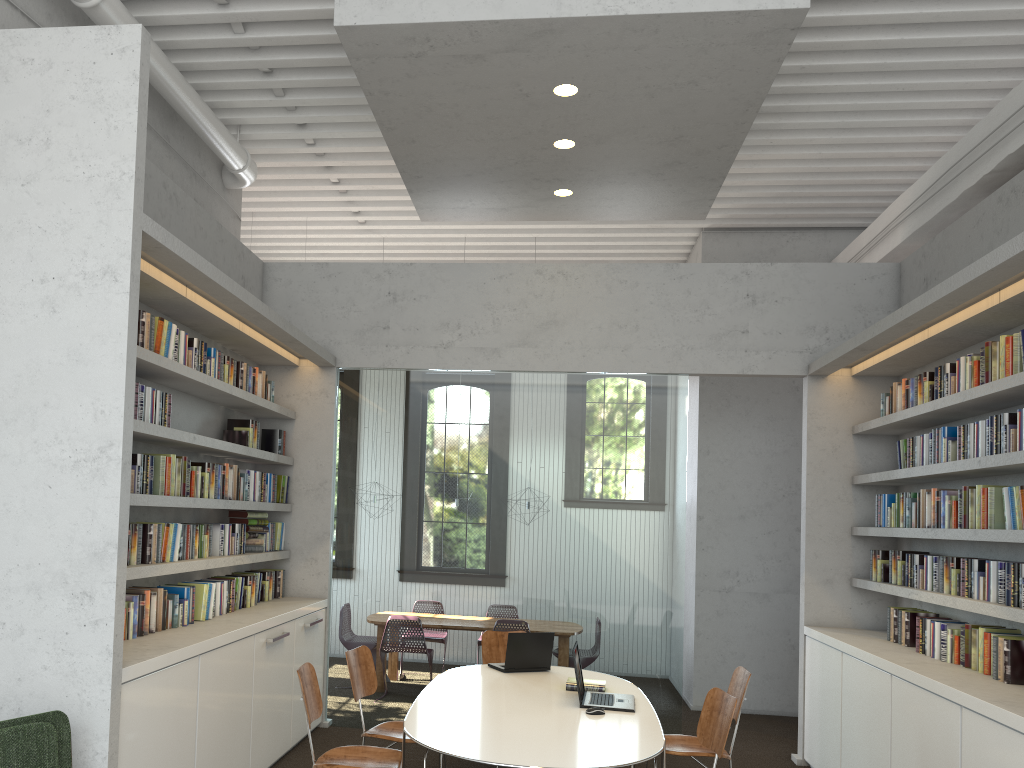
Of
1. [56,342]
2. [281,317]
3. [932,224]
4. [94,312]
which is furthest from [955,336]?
[56,342]
